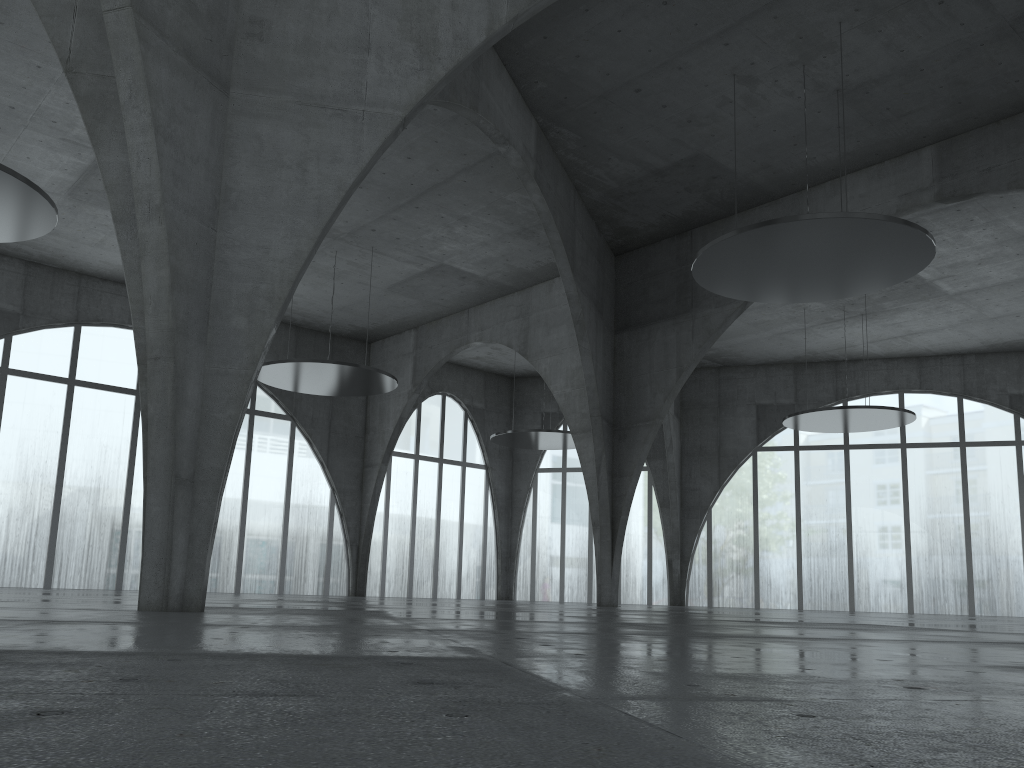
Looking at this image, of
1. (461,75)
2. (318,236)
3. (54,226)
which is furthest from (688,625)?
(54,226)

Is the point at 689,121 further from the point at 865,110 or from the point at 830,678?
the point at 830,678
